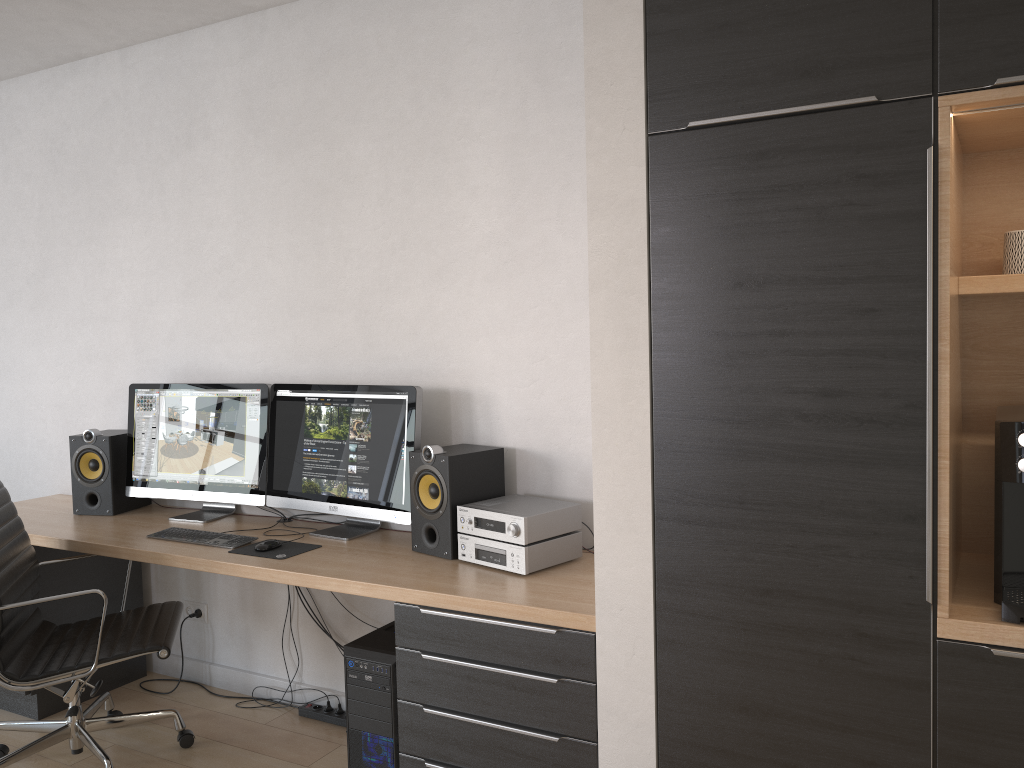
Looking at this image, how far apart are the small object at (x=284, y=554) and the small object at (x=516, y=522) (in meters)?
0.57

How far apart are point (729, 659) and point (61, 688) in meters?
2.2

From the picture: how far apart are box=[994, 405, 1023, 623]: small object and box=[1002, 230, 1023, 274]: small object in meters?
0.3

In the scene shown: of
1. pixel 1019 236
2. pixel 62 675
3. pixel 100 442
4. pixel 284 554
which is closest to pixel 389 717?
pixel 284 554

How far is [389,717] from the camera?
2.6m

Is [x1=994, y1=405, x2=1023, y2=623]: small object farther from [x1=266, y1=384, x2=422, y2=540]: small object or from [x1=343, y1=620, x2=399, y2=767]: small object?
[x1=266, y1=384, x2=422, y2=540]: small object

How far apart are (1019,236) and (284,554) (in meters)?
2.27

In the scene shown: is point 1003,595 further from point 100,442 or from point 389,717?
point 100,442

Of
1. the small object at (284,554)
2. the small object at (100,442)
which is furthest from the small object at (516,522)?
the small object at (100,442)

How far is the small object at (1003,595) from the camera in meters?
1.8 m
